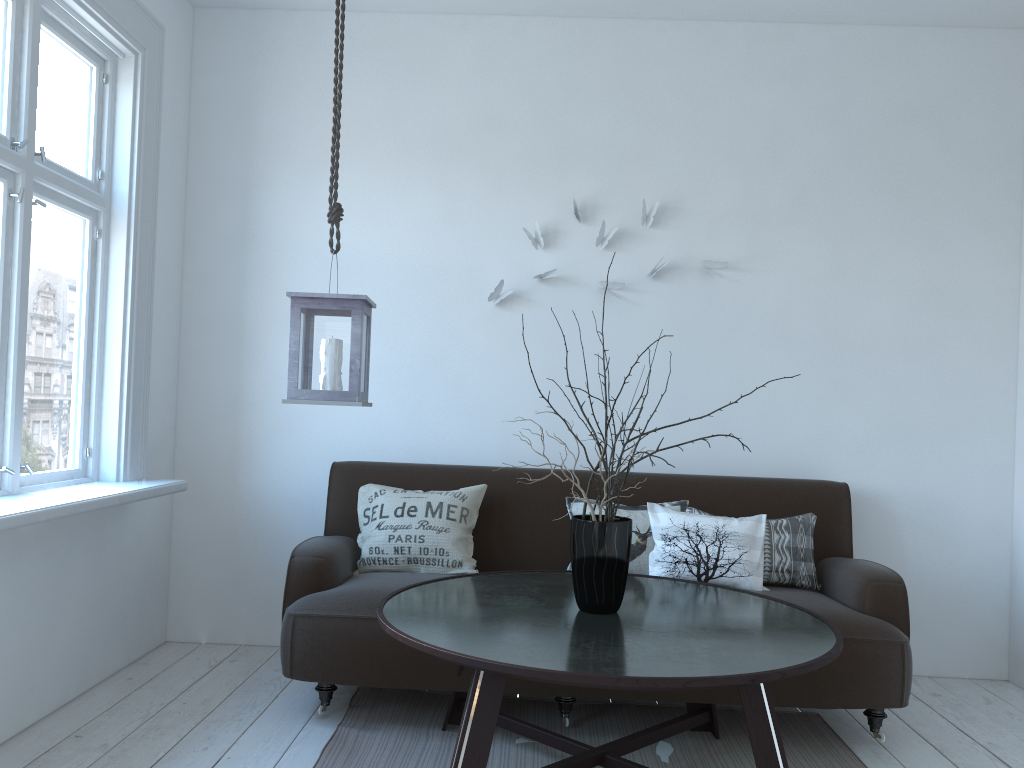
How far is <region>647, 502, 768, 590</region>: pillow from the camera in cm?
323

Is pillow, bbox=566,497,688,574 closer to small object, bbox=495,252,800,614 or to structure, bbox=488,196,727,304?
small object, bbox=495,252,800,614

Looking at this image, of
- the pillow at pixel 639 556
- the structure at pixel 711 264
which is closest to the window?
the structure at pixel 711 264

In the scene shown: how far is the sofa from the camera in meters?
2.9

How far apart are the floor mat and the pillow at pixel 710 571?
0.45m

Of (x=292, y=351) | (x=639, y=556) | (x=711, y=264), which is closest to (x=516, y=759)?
(x=639, y=556)

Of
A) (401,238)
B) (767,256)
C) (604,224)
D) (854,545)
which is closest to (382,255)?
(401,238)

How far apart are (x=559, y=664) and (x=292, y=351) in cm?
116

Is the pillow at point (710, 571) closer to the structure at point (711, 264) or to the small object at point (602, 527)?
the small object at point (602, 527)

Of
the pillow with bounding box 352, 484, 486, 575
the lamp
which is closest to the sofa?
the pillow with bounding box 352, 484, 486, 575
